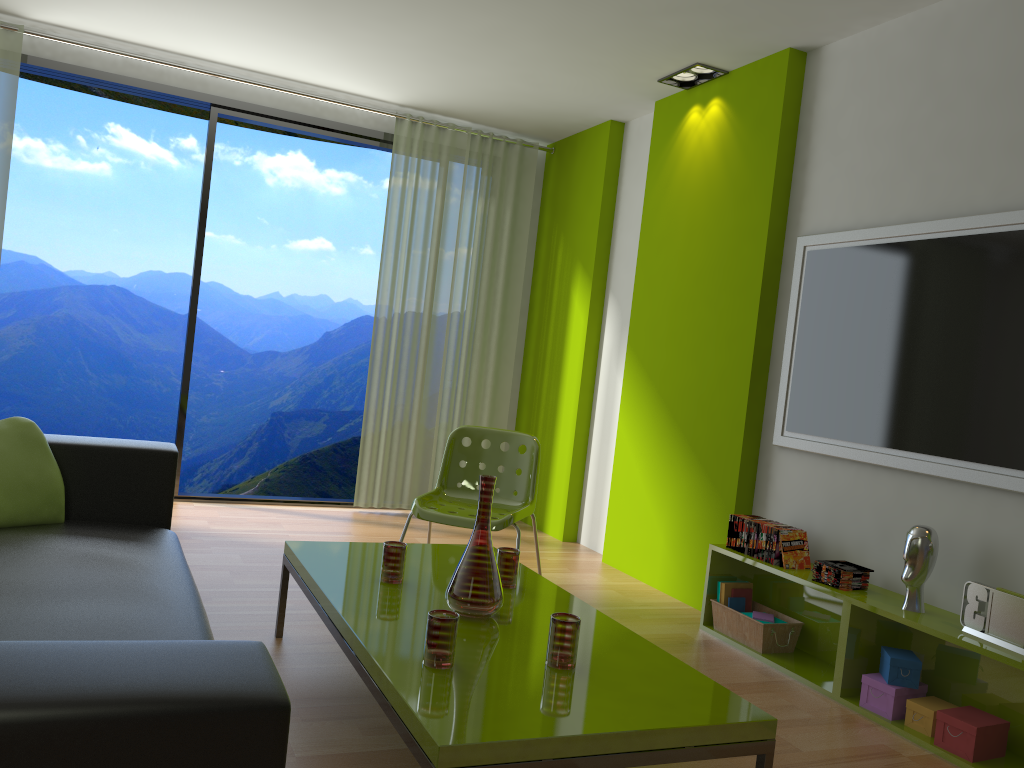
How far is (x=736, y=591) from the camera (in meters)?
3.85

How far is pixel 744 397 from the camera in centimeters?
407cm

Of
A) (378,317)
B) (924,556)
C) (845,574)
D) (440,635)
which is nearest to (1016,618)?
(924,556)

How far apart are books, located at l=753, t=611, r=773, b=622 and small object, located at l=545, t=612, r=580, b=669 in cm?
175

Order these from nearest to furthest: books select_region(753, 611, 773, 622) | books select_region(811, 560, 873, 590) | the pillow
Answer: the pillow, books select_region(811, 560, 873, 590), books select_region(753, 611, 773, 622)

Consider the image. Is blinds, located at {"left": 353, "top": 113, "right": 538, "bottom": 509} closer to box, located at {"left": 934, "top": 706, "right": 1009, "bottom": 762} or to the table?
the table

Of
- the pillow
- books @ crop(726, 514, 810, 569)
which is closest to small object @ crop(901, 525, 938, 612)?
books @ crop(726, 514, 810, 569)

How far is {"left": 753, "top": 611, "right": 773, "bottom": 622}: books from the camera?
3.7 meters

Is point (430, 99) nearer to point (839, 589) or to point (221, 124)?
point (839, 589)

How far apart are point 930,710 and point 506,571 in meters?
1.4
